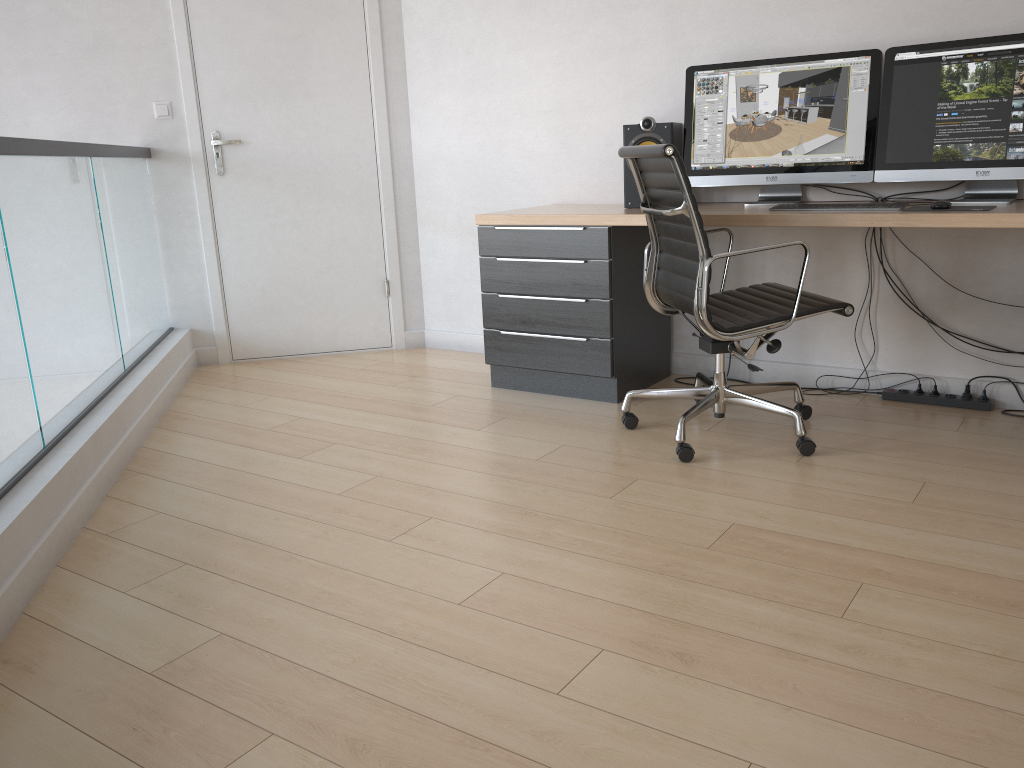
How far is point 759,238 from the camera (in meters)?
3.62

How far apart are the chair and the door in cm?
182

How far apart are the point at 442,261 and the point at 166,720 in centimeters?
322cm

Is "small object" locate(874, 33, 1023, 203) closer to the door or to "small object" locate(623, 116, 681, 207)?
"small object" locate(623, 116, 681, 207)

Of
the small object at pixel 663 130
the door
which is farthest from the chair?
the door

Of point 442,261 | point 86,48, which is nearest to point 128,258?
point 86,48

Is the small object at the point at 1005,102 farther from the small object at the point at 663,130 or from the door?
the door

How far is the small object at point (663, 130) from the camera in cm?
348

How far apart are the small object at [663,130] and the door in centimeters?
148cm

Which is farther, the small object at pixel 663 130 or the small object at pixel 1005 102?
the small object at pixel 663 130
